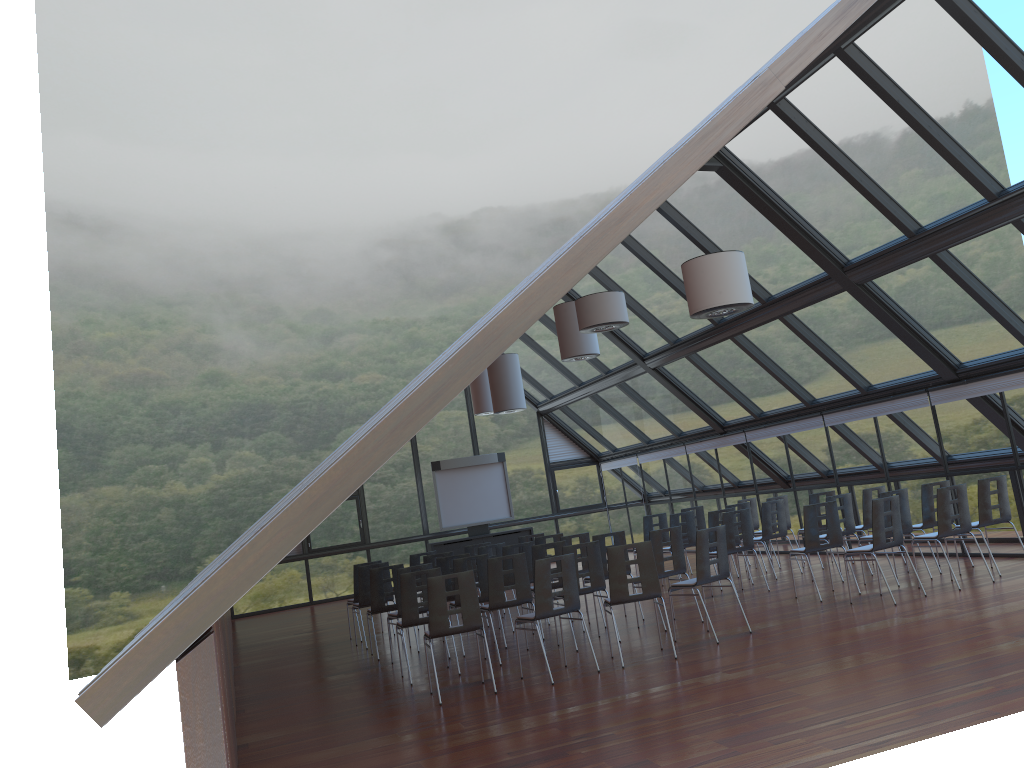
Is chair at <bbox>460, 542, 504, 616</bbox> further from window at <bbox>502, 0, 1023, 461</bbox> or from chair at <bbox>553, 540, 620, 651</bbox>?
window at <bbox>502, 0, 1023, 461</bbox>

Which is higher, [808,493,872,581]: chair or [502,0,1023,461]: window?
[502,0,1023,461]: window

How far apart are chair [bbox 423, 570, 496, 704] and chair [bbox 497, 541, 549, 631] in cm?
385

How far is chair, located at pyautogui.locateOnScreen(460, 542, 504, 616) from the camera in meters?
14.6 m

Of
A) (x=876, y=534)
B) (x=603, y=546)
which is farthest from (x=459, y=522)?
(x=876, y=534)

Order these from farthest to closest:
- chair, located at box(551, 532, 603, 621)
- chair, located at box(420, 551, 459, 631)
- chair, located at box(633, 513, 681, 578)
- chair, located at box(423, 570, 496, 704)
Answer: chair, located at box(633, 513, 681, 578)
chair, located at box(420, 551, 459, 631)
chair, located at box(551, 532, 603, 621)
chair, located at box(423, 570, 496, 704)

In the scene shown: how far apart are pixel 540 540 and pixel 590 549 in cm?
351

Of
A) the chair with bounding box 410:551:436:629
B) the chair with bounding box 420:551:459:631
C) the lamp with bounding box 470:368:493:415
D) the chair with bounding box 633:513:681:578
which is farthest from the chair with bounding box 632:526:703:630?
the lamp with bounding box 470:368:493:415

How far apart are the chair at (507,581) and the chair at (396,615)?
1.8m

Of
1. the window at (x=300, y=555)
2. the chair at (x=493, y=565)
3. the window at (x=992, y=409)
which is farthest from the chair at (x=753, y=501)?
the window at (x=300, y=555)
